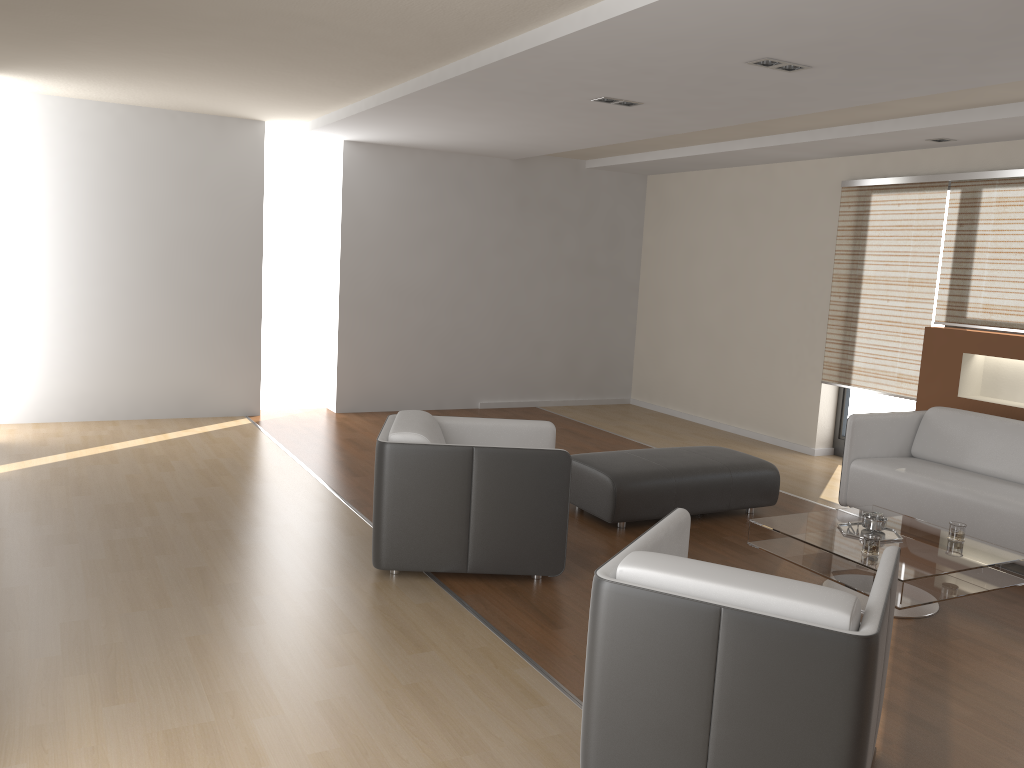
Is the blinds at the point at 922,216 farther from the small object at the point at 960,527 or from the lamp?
the lamp

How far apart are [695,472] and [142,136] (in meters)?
5.22

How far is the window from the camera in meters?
7.1 m

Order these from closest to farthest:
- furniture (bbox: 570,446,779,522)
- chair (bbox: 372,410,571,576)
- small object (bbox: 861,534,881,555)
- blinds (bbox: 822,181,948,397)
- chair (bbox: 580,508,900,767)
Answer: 1. chair (bbox: 580,508,900,767)
2. small object (bbox: 861,534,881,555)
3. chair (bbox: 372,410,571,576)
4. furniture (bbox: 570,446,779,522)
5. blinds (bbox: 822,181,948,397)

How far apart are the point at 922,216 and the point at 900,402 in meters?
1.5

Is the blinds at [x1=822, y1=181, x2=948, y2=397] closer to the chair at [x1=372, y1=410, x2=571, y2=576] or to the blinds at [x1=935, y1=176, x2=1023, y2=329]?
the blinds at [x1=935, y1=176, x2=1023, y2=329]

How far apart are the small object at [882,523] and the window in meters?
3.0 m

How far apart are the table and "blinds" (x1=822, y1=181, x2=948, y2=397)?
2.3 meters

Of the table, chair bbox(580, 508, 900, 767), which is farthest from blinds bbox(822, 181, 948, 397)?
chair bbox(580, 508, 900, 767)

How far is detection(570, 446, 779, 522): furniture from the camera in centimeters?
510cm
